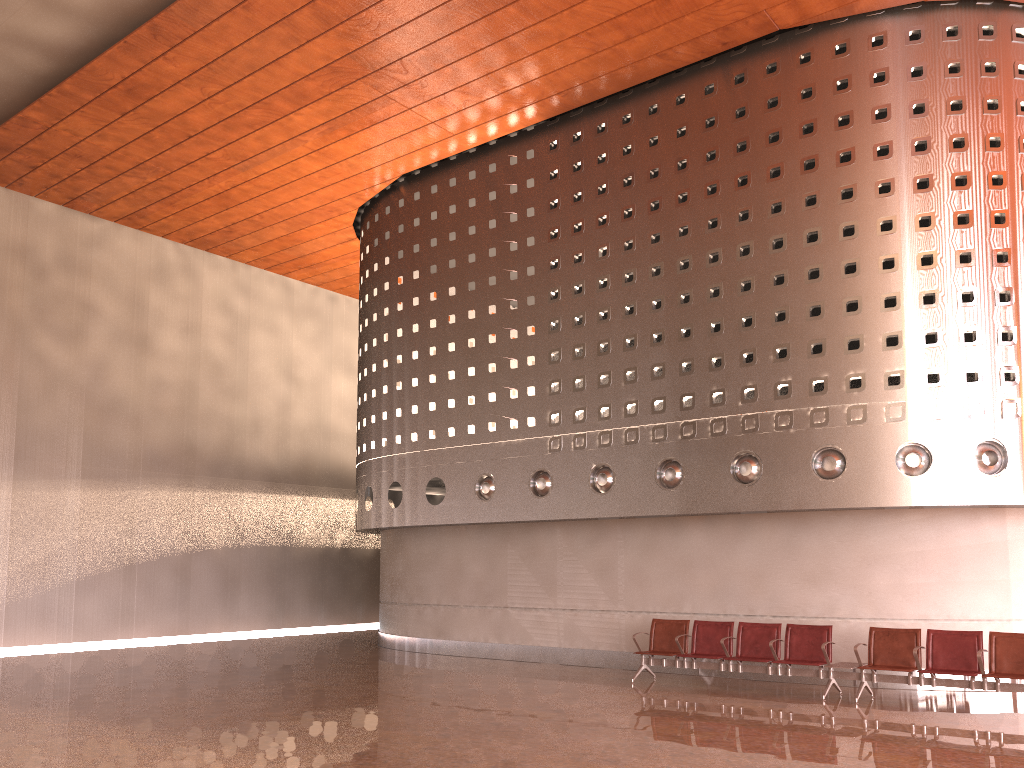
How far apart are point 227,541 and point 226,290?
6.02m
